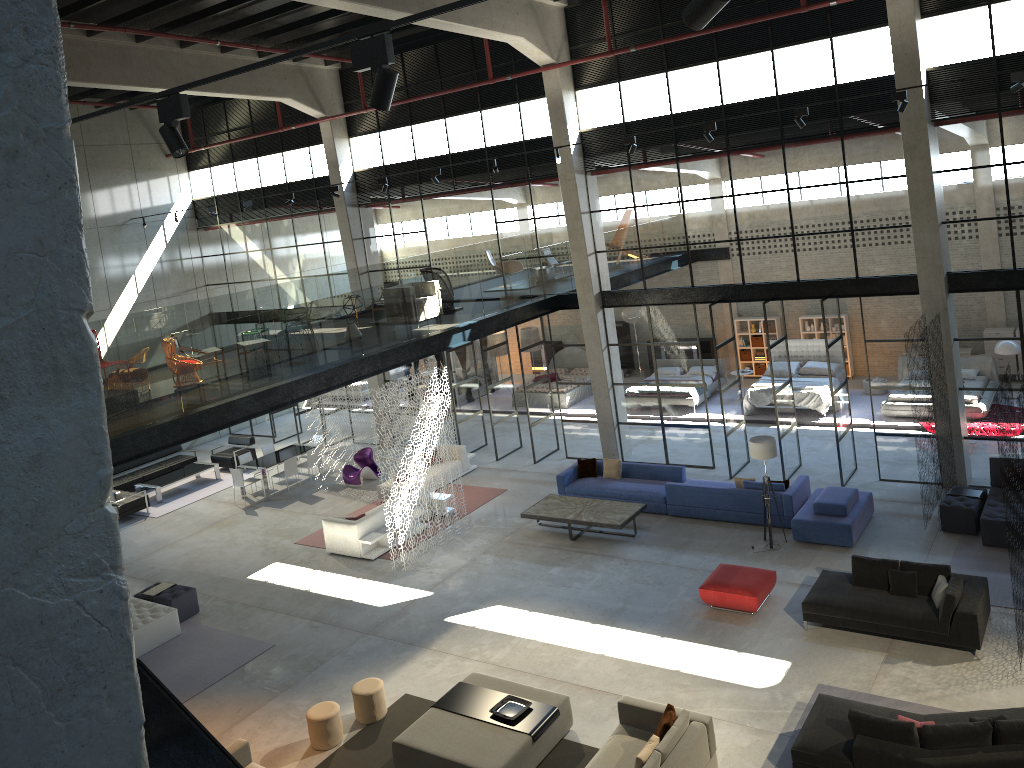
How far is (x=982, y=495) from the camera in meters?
14.3

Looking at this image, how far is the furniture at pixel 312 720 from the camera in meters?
10.9 m

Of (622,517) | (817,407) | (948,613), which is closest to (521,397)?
(817,407)

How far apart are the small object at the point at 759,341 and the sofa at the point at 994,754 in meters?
16.4

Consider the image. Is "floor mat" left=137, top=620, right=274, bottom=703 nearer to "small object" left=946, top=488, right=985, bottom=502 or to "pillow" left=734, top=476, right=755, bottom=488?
"pillow" left=734, top=476, right=755, bottom=488

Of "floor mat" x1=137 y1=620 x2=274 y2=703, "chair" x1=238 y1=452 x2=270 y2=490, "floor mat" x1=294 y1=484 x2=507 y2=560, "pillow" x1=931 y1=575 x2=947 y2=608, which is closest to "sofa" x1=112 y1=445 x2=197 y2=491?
"chair" x1=238 y1=452 x2=270 y2=490

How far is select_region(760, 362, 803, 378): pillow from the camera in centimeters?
2228cm

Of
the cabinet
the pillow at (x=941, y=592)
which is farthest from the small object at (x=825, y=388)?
the pillow at (x=941, y=592)

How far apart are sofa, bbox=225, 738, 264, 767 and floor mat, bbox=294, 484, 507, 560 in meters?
6.4

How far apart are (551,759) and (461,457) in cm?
1067
